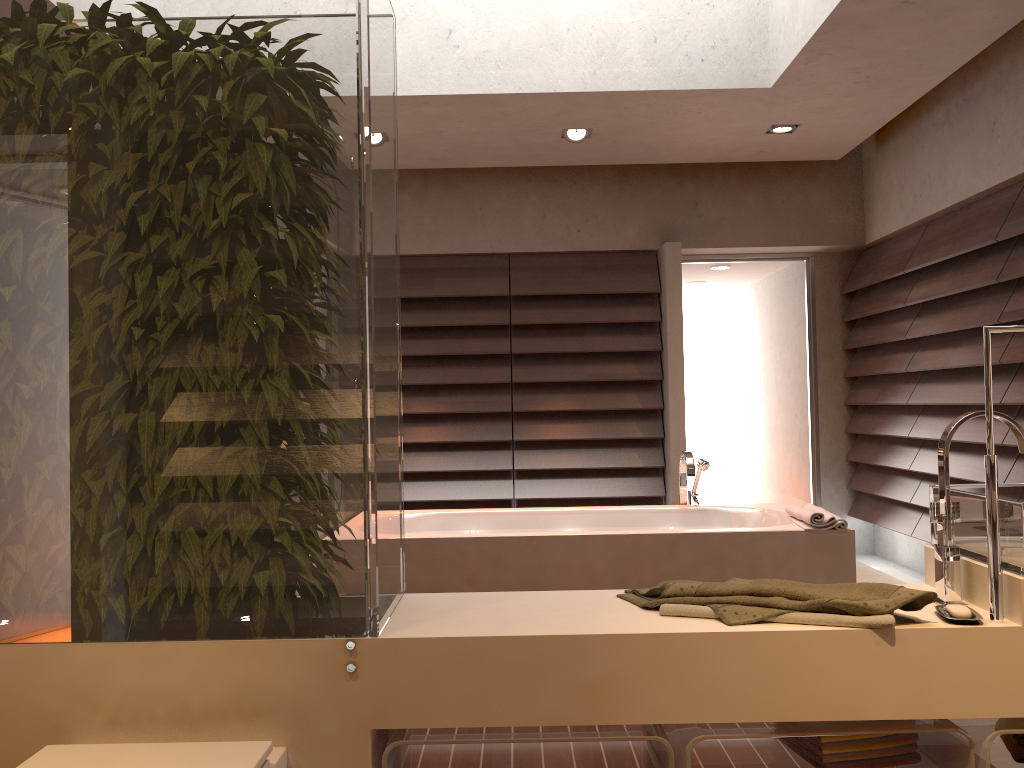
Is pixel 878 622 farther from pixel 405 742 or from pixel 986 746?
pixel 405 742

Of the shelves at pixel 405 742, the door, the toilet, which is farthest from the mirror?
the door

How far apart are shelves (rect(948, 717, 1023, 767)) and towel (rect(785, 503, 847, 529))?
1.57m

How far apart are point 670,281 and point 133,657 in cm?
456

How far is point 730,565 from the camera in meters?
3.3

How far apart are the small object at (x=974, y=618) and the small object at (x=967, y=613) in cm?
1

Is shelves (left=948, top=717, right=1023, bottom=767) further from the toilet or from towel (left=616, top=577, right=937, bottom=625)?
the toilet

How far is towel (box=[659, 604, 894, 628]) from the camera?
1.47m

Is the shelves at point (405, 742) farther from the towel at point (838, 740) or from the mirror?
the mirror

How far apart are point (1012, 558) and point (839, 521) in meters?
1.8 m
